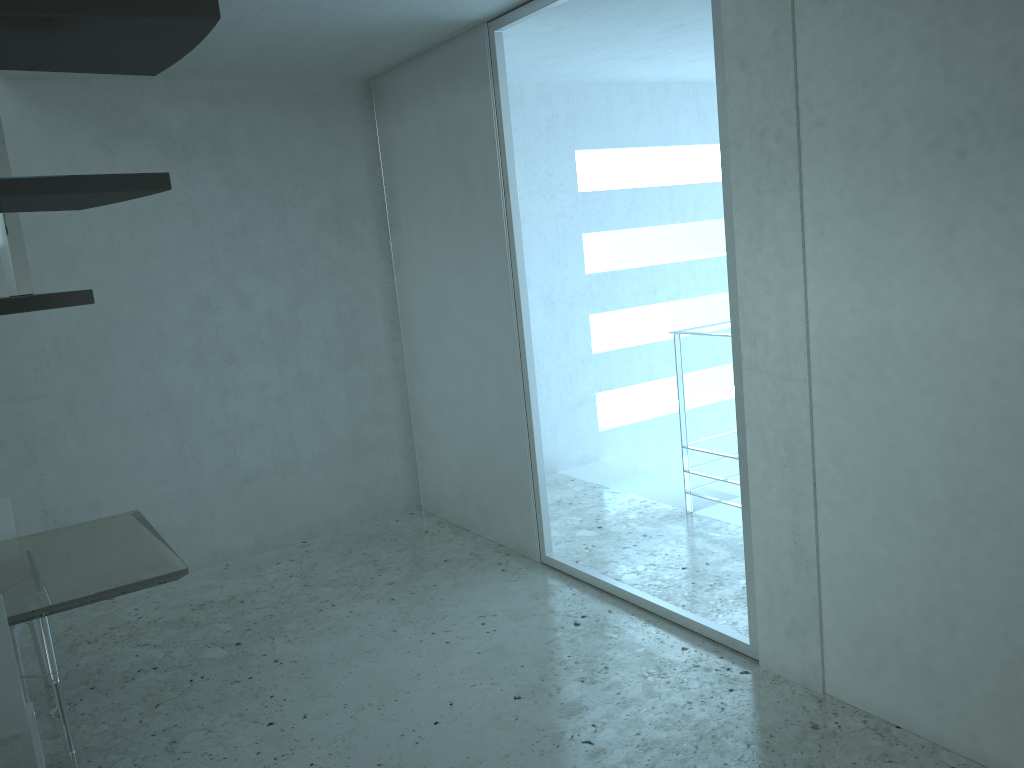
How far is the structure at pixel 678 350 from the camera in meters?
5.2

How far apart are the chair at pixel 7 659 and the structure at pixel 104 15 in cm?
154

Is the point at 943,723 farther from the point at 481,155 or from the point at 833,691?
the point at 481,155

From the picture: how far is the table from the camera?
3.0m

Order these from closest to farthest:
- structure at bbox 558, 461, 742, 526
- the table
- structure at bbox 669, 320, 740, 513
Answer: the table < structure at bbox 669, 320, 740, 513 < structure at bbox 558, 461, 742, 526

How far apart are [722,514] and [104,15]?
5.0 meters

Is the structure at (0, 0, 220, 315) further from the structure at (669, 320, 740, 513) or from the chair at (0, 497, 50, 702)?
the structure at (669, 320, 740, 513)

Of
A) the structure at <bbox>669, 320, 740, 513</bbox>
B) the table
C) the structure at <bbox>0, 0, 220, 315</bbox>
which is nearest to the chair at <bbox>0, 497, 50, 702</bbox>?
the table

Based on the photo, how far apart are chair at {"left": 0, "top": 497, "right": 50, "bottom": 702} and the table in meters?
0.2

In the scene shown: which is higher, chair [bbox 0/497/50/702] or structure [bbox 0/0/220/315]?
structure [bbox 0/0/220/315]
